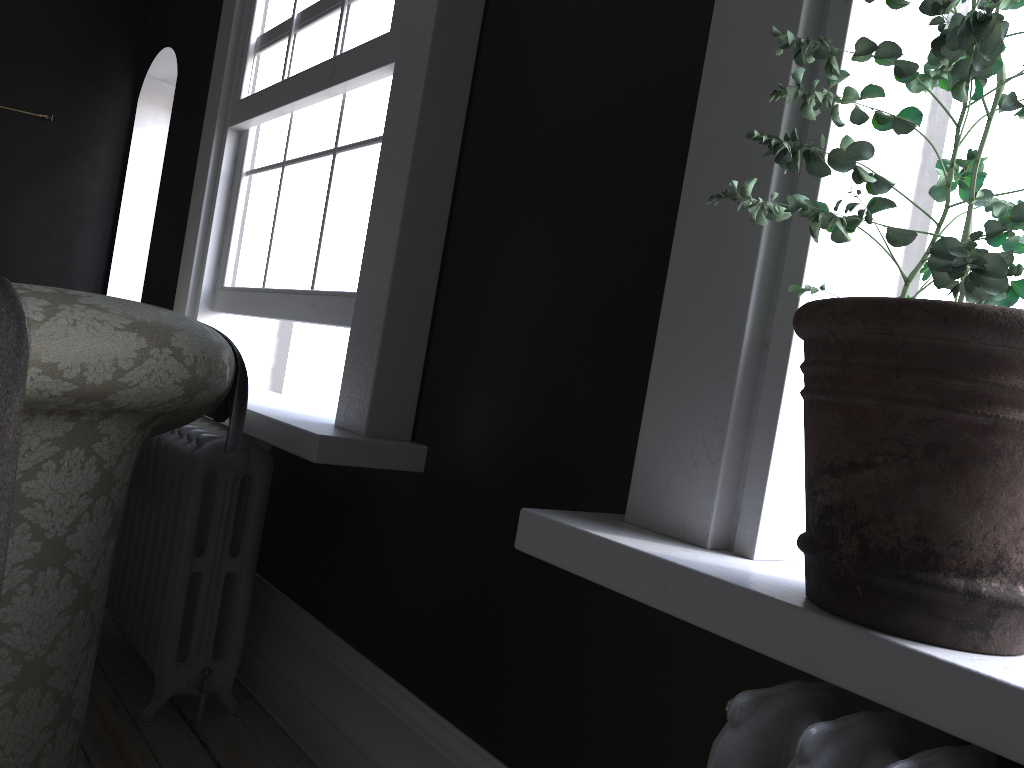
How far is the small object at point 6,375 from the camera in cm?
135

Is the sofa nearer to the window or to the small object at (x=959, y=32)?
the window

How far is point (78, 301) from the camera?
1.5 meters

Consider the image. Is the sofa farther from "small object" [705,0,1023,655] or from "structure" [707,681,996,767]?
"structure" [707,681,996,767]

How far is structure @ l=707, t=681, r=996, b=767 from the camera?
0.87m

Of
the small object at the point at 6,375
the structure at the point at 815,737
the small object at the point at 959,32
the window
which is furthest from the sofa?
the structure at the point at 815,737

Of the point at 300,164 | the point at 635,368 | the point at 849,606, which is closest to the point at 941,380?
the point at 849,606

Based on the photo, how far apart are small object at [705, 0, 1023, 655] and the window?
1.6 meters

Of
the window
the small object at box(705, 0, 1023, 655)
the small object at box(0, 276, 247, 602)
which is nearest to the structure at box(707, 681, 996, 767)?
the small object at box(705, 0, 1023, 655)

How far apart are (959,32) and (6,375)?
1.34m
